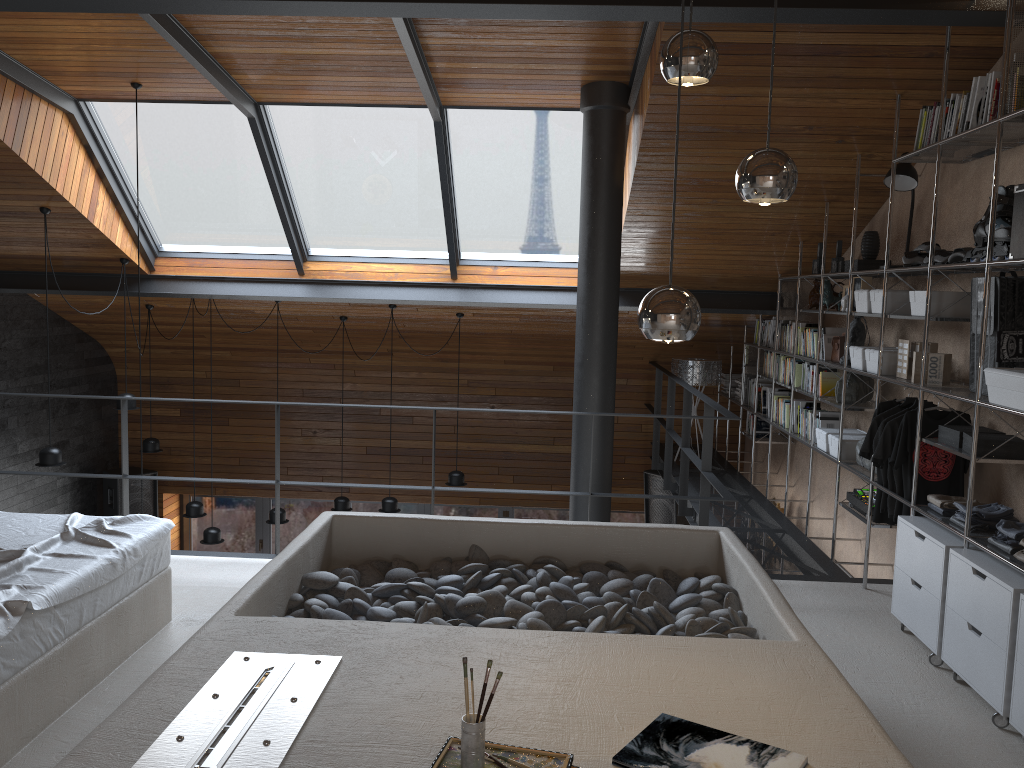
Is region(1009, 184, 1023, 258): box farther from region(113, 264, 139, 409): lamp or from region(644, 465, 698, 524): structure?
region(113, 264, 139, 409): lamp

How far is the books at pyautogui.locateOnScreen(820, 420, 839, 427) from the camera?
6.1 meters

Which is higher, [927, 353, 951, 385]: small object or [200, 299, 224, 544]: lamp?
[927, 353, 951, 385]: small object

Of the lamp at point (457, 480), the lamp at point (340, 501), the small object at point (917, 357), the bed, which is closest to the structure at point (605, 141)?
the small object at point (917, 357)

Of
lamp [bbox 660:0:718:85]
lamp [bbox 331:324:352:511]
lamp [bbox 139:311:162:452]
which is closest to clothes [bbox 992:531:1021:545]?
lamp [bbox 660:0:718:85]

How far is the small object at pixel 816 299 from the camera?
6.3m

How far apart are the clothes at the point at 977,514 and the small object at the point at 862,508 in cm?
109

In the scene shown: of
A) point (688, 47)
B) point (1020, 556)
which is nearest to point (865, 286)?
point (1020, 556)

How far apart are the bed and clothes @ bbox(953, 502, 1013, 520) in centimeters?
341cm

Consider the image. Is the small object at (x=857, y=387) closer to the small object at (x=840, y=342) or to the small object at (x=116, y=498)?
the small object at (x=840, y=342)
